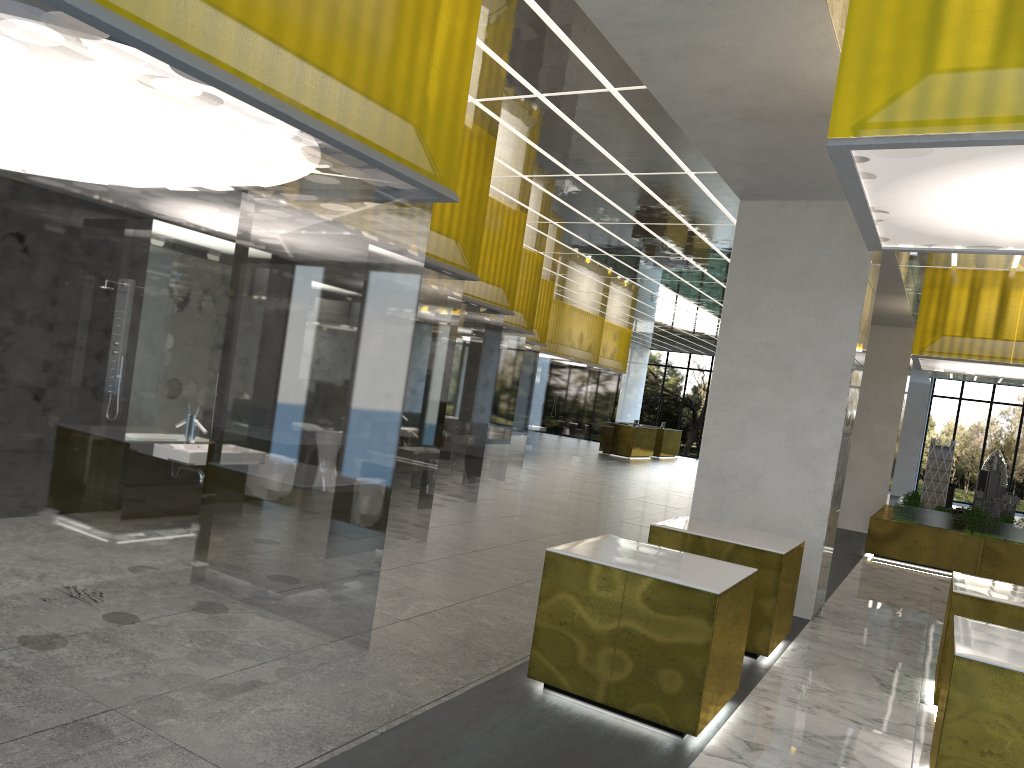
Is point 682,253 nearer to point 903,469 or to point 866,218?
point 866,218

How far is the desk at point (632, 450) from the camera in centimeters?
4229cm

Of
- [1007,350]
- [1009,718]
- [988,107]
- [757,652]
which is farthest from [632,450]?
[988,107]

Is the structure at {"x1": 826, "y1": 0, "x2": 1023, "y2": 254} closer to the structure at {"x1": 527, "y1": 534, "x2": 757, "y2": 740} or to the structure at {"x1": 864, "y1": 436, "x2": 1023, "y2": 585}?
the structure at {"x1": 527, "y1": 534, "x2": 757, "y2": 740}

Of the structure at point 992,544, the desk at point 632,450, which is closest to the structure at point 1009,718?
the structure at point 992,544

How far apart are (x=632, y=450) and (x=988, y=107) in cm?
3736

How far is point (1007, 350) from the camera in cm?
1804

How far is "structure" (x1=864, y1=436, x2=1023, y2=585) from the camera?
18.2m

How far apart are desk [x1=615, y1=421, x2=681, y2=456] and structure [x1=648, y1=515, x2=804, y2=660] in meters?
36.5

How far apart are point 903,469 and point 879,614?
34.58m
